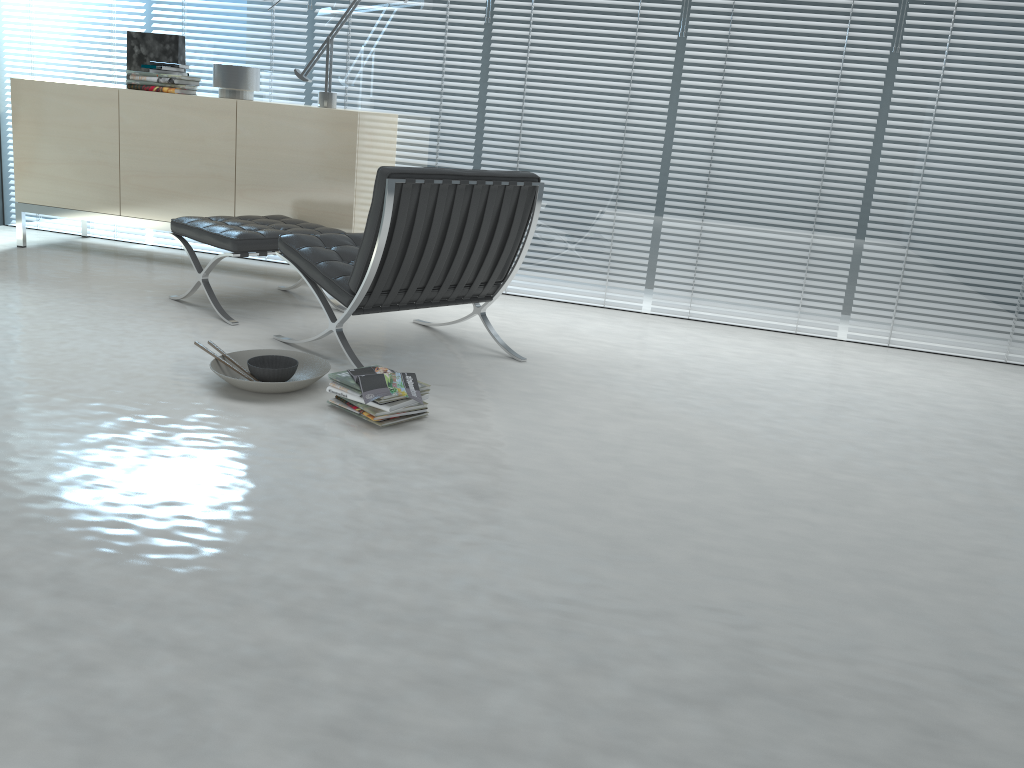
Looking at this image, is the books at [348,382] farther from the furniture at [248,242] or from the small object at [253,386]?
the furniture at [248,242]

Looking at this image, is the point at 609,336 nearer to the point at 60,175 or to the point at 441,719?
the point at 441,719

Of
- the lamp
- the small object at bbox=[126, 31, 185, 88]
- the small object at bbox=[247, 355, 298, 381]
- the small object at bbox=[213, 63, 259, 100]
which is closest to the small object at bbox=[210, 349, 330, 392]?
the small object at bbox=[247, 355, 298, 381]

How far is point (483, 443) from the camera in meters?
2.6

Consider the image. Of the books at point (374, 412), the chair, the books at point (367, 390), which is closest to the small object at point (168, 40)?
the chair

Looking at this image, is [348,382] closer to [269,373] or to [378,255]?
[269,373]

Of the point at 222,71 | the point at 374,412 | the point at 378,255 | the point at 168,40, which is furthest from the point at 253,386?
the point at 168,40

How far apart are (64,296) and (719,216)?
3.06m

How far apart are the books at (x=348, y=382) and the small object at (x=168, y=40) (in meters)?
2.80

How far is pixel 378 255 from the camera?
2.9m
